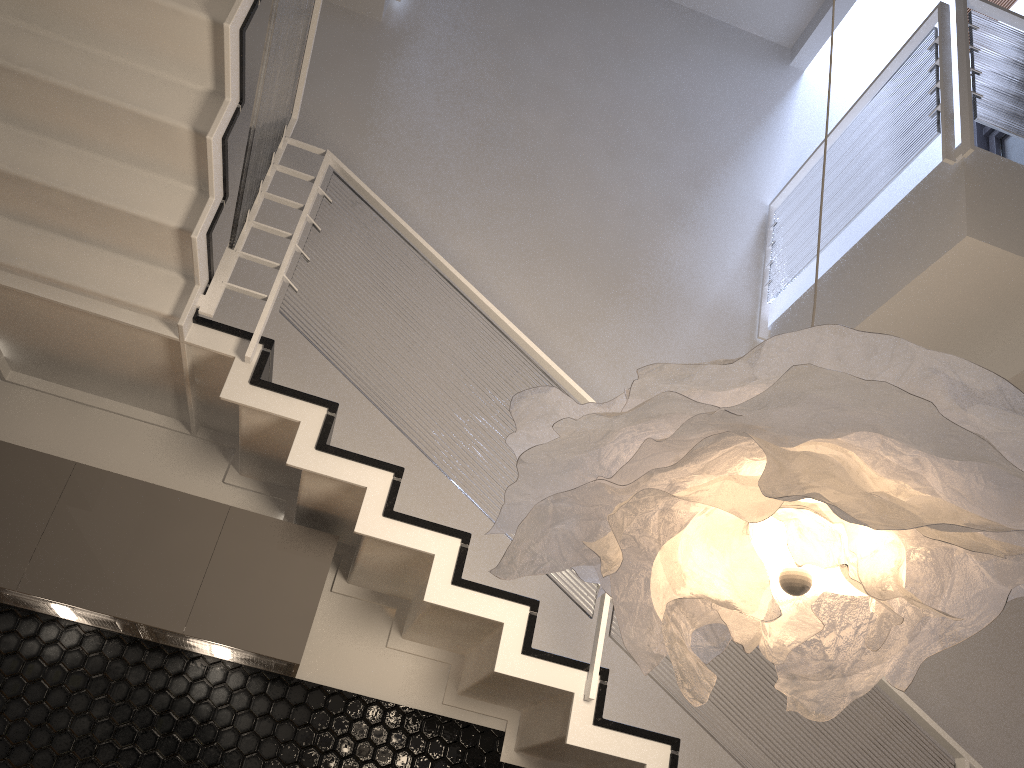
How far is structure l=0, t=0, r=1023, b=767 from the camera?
2.84m

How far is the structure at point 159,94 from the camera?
2.8m

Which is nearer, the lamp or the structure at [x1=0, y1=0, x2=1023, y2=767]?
the lamp

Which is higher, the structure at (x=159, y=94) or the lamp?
the structure at (x=159, y=94)

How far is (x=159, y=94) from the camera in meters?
2.8

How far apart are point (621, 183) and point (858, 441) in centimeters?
417cm

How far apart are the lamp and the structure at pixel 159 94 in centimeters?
110cm

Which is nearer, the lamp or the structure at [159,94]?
the lamp

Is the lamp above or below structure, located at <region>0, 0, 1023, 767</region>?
below

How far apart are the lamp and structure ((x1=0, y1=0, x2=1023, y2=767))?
1.1m
